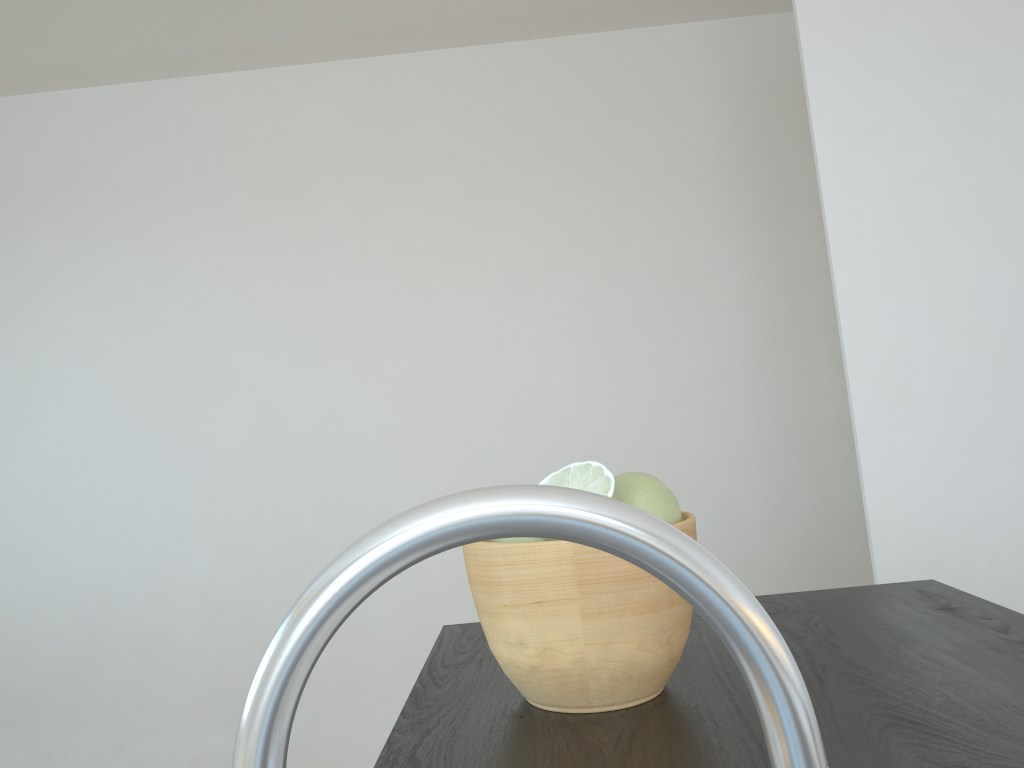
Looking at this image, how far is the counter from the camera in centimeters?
61cm

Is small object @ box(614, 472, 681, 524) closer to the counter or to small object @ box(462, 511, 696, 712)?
small object @ box(462, 511, 696, 712)

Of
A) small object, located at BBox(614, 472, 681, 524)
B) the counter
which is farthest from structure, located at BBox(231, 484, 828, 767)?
small object, located at BBox(614, 472, 681, 524)

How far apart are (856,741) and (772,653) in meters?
0.5 m

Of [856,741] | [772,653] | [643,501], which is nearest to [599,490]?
[643,501]

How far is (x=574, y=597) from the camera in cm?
69

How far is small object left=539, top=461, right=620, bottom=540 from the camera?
0.7m

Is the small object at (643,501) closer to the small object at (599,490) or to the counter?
the small object at (599,490)

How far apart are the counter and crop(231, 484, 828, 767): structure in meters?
0.4 m

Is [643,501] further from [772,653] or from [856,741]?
[772,653]
